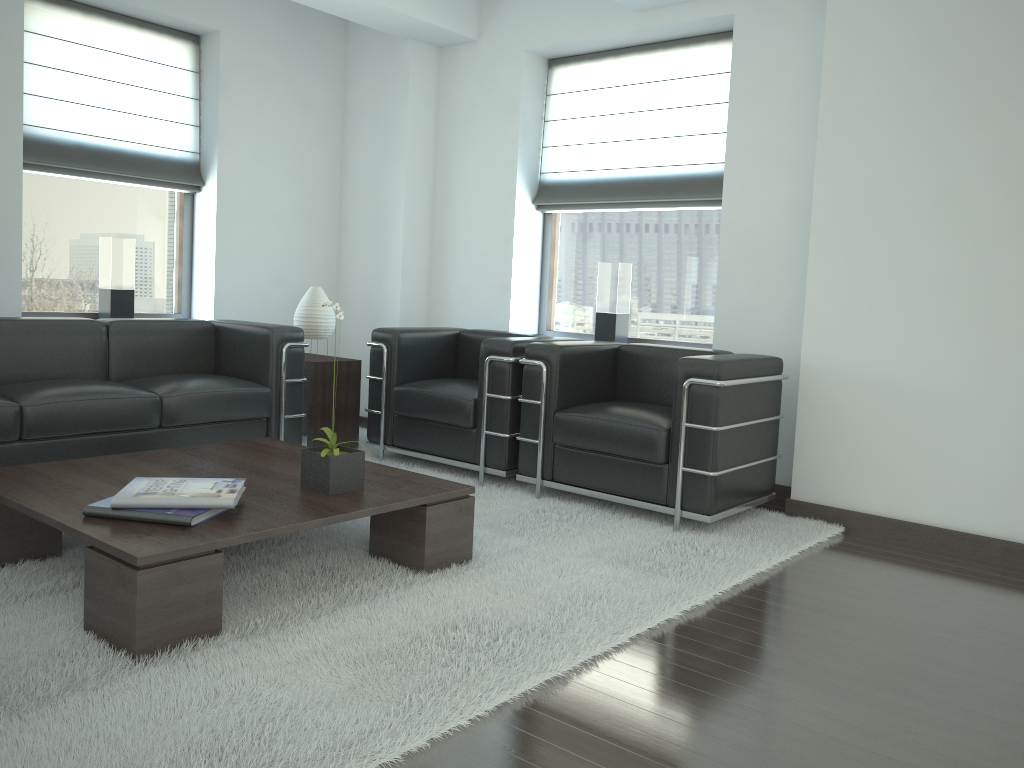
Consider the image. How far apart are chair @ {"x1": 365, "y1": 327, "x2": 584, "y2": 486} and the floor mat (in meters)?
0.11

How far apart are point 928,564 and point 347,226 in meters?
6.4 m

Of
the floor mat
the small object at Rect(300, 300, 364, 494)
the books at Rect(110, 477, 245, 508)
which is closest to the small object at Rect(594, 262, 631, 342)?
the floor mat

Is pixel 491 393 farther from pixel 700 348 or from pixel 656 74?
pixel 656 74

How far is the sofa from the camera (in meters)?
5.63

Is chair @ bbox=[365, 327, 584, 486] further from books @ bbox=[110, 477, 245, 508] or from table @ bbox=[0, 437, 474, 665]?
books @ bbox=[110, 477, 245, 508]

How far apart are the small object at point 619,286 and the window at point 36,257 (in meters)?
3.94

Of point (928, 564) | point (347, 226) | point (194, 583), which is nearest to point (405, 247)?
point (347, 226)

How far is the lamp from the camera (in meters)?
7.79

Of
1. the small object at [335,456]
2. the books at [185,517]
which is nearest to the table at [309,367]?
the small object at [335,456]
